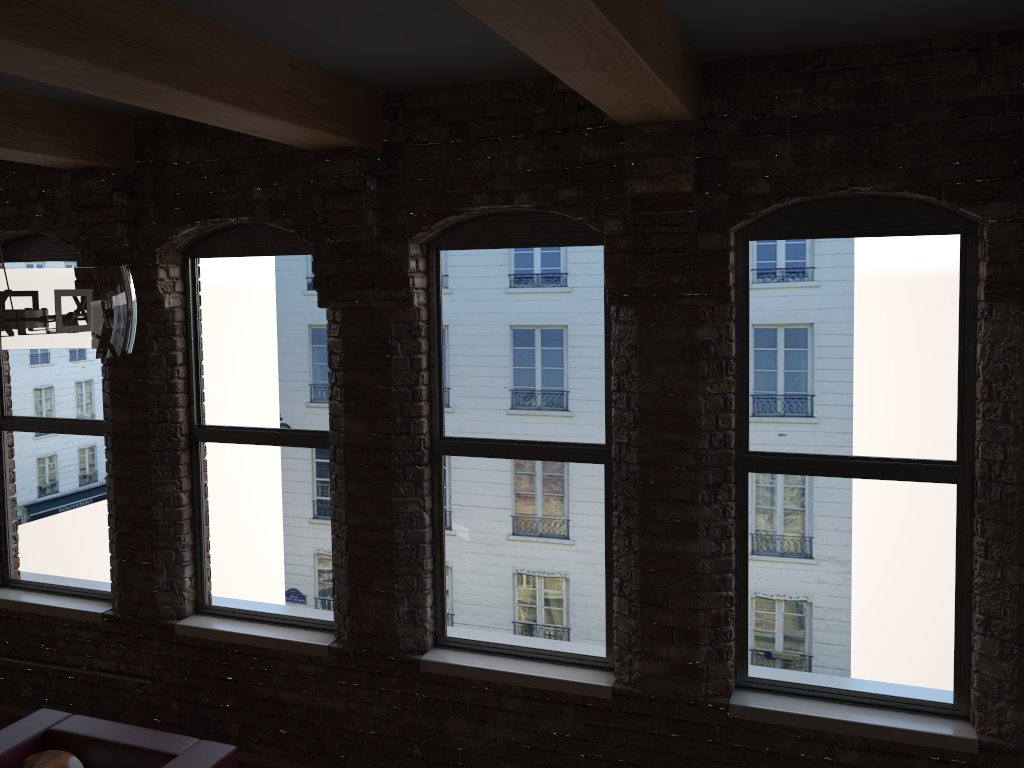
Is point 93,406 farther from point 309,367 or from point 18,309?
point 18,309

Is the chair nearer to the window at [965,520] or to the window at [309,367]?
the window at [309,367]

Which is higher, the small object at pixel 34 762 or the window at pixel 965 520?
the window at pixel 965 520

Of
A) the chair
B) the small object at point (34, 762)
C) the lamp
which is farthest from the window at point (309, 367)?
the lamp

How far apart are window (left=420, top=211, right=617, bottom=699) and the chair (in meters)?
0.98

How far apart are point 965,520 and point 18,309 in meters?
3.4

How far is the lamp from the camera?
2.0m

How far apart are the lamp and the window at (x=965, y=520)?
2.47m

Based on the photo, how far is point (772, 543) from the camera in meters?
3.9

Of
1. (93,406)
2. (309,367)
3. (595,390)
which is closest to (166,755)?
(309,367)
